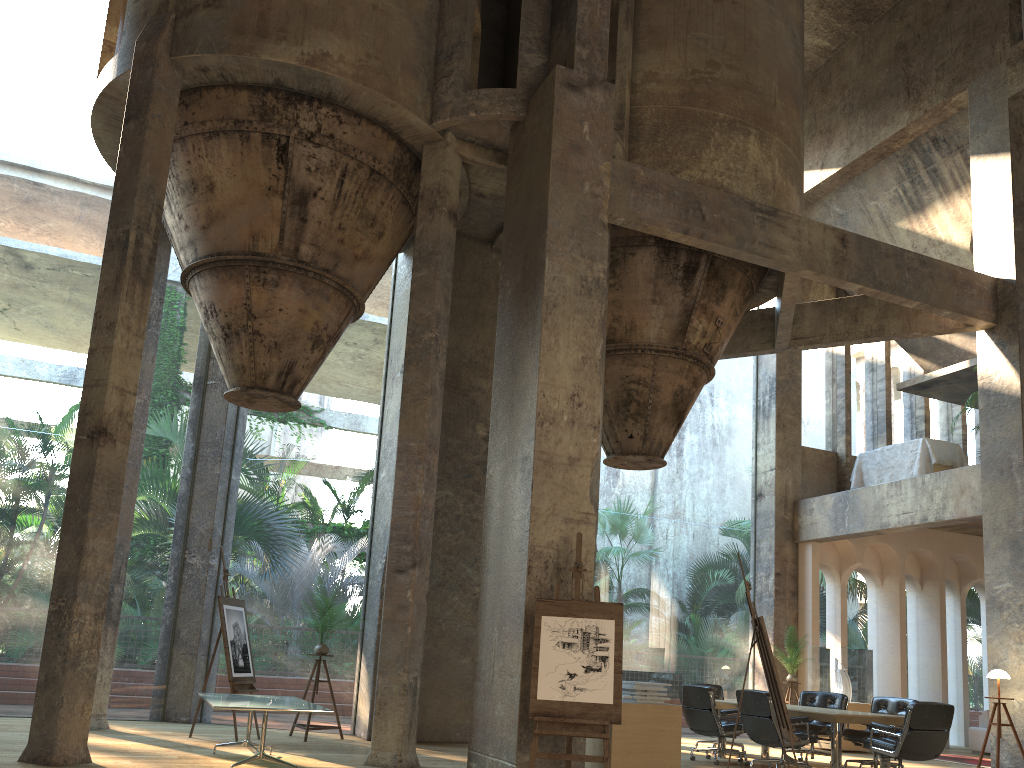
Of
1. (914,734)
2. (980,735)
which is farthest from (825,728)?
(980,735)

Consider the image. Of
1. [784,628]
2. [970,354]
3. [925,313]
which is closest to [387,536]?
[784,628]

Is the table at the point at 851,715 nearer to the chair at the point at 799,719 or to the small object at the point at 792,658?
the chair at the point at 799,719

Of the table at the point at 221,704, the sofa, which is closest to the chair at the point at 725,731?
the table at the point at 221,704

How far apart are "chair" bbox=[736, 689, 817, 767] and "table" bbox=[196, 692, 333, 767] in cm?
455

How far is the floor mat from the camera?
12.3 meters

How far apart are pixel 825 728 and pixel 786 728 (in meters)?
3.83

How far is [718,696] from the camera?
11.69m

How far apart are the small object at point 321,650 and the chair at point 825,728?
5.79m

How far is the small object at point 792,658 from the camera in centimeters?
1346cm
